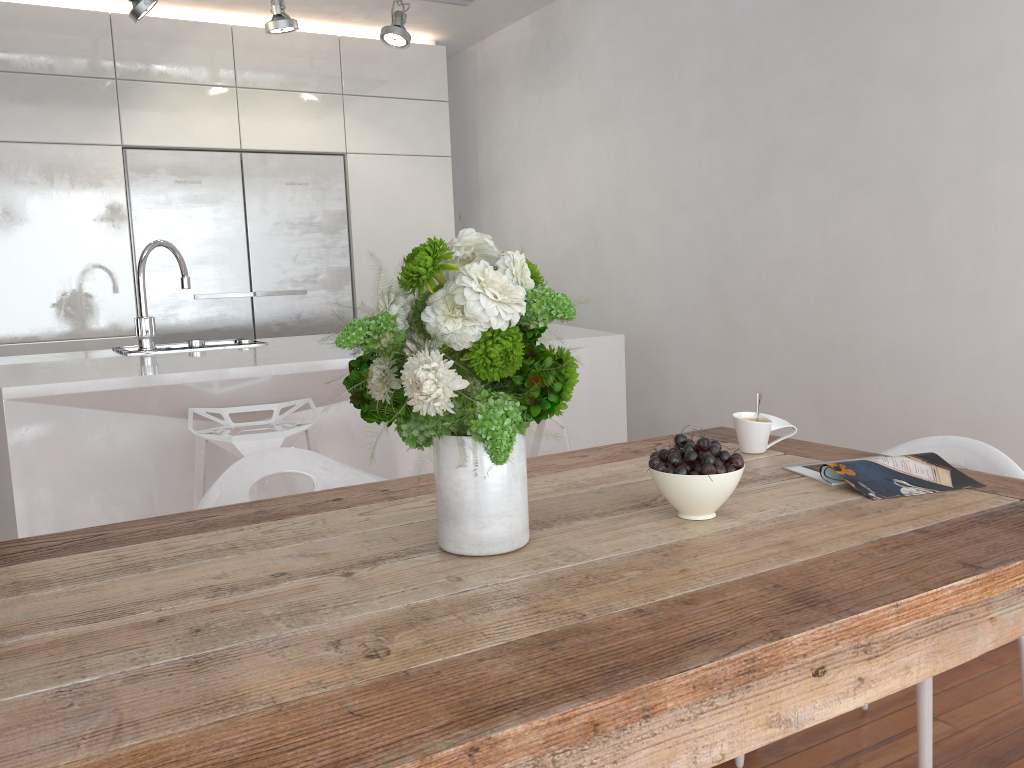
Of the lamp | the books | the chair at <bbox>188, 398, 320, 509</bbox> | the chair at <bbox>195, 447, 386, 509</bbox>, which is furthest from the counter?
the books

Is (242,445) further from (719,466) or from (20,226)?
(20,226)

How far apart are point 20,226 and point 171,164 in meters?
0.7 m

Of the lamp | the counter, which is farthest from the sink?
the lamp

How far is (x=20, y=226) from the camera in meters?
4.1

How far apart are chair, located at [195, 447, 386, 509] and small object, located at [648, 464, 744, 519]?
1.10m

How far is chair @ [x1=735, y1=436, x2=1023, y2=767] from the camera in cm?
158

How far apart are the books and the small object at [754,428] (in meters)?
0.15

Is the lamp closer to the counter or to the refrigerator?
the refrigerator

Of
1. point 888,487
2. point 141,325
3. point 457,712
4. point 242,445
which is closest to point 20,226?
point 141,325
